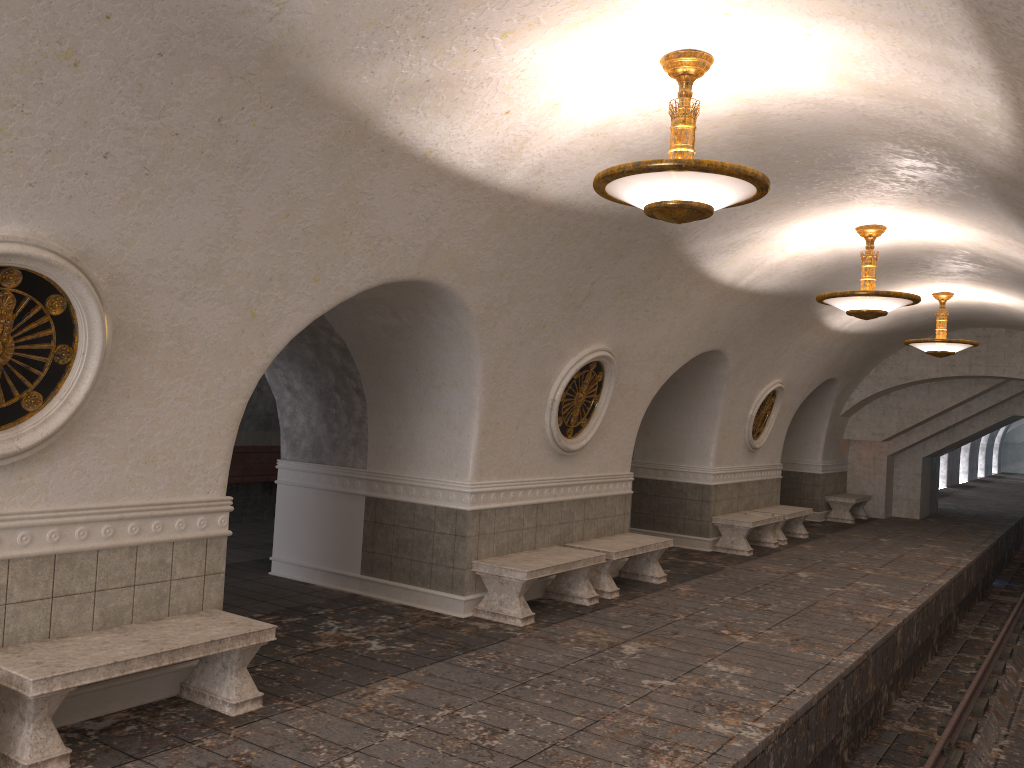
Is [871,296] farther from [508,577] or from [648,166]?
[648,166]

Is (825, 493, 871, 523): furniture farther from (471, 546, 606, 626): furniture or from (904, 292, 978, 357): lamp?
(471, 546, 606, 626): furniture

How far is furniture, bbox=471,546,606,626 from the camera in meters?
7.9 m

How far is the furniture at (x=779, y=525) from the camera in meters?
14.3 m

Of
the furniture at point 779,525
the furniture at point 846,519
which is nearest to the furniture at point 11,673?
the furniture at point 779,525

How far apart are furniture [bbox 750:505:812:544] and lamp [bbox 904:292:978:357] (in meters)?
3.27

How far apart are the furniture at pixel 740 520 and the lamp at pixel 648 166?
8.4m

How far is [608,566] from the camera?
9.3 meters

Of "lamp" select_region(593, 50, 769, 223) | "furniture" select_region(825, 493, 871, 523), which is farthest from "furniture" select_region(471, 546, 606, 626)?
"furniture" select_region(825, 493, 871, 523)

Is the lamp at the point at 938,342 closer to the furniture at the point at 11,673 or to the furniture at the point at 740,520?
the furniture at the point at 740,520
